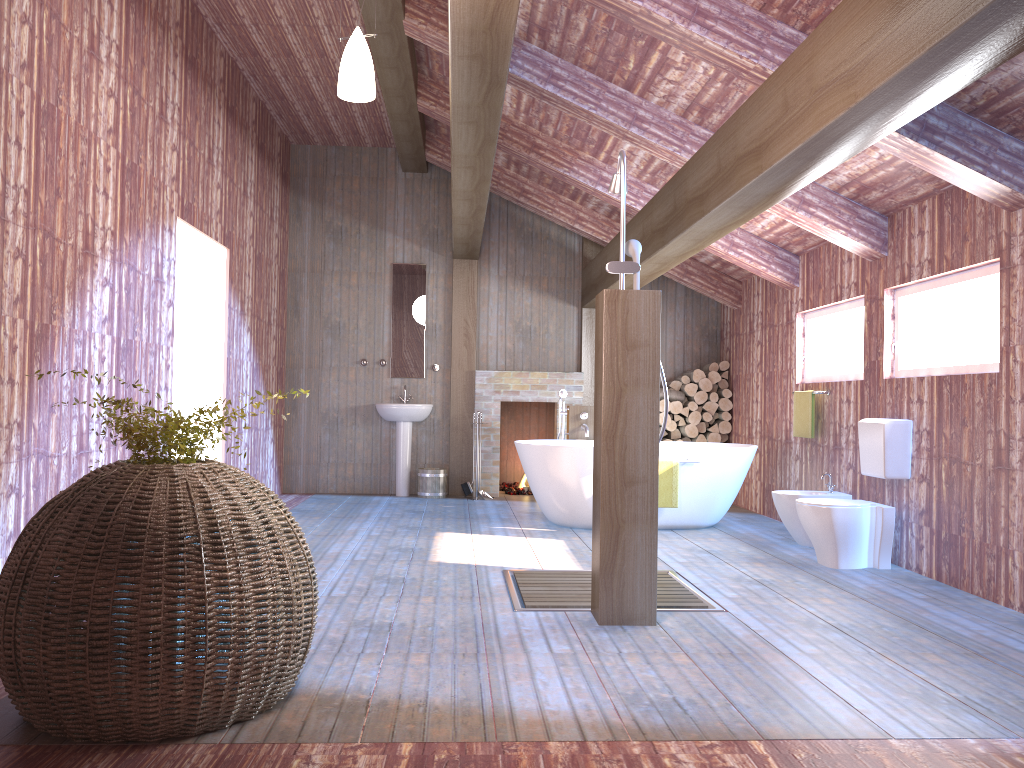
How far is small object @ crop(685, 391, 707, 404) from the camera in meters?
9.0

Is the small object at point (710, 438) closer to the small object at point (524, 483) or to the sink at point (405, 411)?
the small object at point (524, 483)

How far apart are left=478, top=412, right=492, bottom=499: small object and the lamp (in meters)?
5.32

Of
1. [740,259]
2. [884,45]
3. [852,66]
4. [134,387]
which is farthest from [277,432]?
[884,45]

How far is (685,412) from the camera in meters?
9.0

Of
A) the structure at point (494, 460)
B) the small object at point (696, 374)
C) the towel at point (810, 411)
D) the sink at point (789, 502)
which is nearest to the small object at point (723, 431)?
the small object at point (696, 374)

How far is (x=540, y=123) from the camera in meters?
7.0

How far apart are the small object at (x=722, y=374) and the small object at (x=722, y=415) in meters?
0.4

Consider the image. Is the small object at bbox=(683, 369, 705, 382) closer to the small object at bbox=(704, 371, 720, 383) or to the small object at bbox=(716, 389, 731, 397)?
the small object at bbox=(704, 371, 720, 383)

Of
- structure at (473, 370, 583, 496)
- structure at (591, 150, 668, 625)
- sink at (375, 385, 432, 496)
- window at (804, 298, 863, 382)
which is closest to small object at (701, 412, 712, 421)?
structure at (473, 370, 583, 496)
